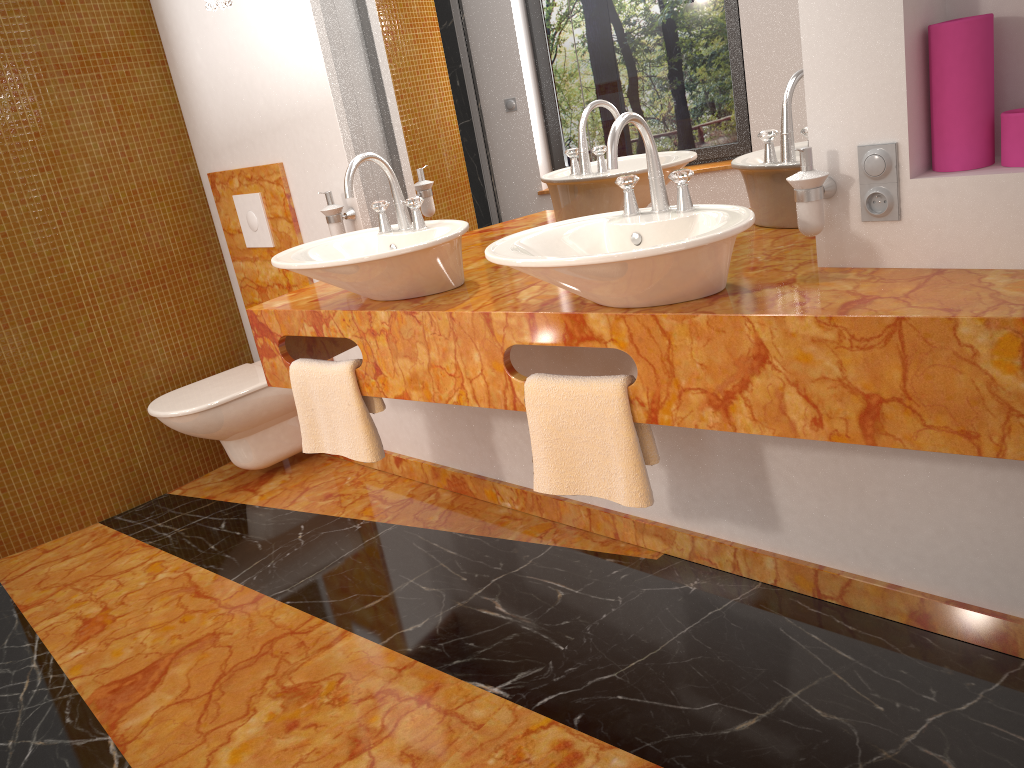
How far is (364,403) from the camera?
2.3 meters

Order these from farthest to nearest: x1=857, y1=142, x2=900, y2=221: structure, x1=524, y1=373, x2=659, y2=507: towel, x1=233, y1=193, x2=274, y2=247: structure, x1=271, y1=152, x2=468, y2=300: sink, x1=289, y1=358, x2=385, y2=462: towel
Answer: x1=233, y1=193, x2=274, y2=247: structure → x1=289, y1=358, x2=385, y2=462: towel → x1=271, y1=152, x2=468, y2=300: sink → x1=524, y1=373, x2=659, y2=507: towel → x1=857, y1=142, x2=900, y2=221: structure

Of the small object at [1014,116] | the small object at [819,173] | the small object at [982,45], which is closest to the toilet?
the small object at [819,173]

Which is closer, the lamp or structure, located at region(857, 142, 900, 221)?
structure, located at region(857, 142, 900, 221)

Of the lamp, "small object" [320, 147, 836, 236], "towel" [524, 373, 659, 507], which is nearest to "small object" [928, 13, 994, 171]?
"small object" [320, 147, 836, 236]

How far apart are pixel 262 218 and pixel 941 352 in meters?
2.5 m

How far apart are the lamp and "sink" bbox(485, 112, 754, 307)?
1.2 meters

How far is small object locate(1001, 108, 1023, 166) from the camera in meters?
1.5

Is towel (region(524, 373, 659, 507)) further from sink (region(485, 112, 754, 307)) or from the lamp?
the lamp

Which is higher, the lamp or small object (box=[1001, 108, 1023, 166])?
the lamp
